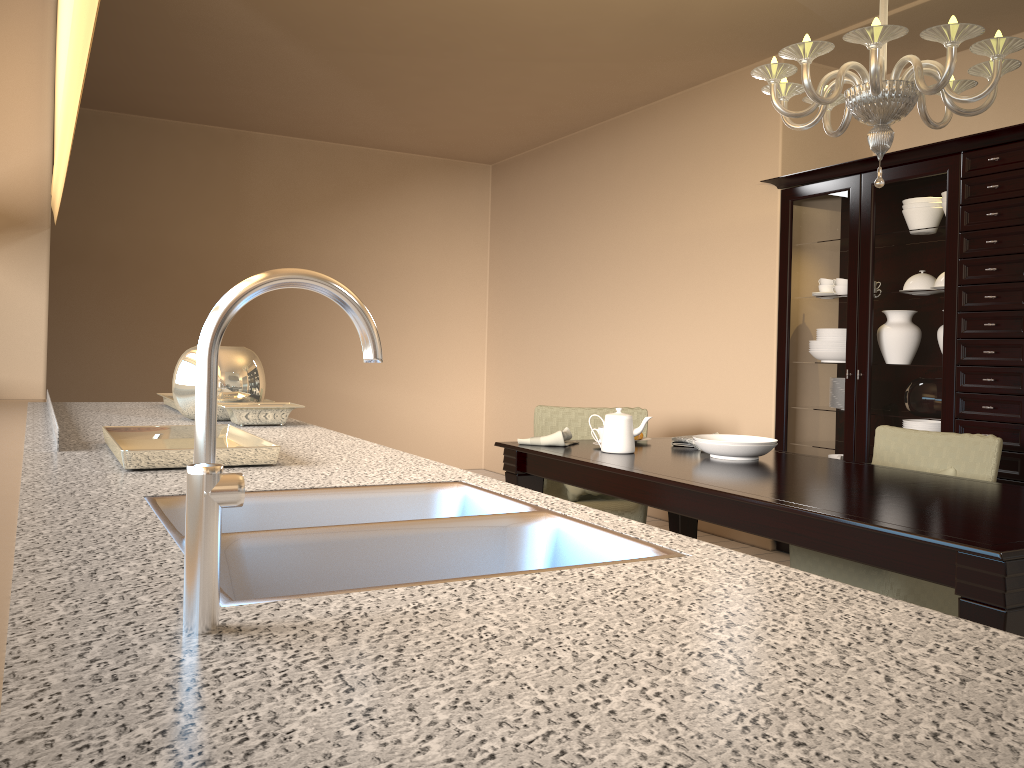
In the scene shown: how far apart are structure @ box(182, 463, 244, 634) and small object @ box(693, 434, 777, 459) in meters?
2.5

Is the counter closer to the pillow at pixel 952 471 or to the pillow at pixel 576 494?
the pillow at pixel 576 494

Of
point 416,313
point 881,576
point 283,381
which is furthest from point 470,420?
point 881,576

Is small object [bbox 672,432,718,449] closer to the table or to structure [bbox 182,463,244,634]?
the table

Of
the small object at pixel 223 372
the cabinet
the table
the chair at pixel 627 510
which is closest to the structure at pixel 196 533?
the table

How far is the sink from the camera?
0.92m

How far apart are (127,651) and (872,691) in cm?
46

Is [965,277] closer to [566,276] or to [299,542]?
[566,276]

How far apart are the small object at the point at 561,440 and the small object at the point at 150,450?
1.6m

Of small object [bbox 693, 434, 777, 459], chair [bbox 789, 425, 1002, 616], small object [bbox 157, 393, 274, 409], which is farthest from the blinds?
chair [bbox 789, 425, 1002, 616]
